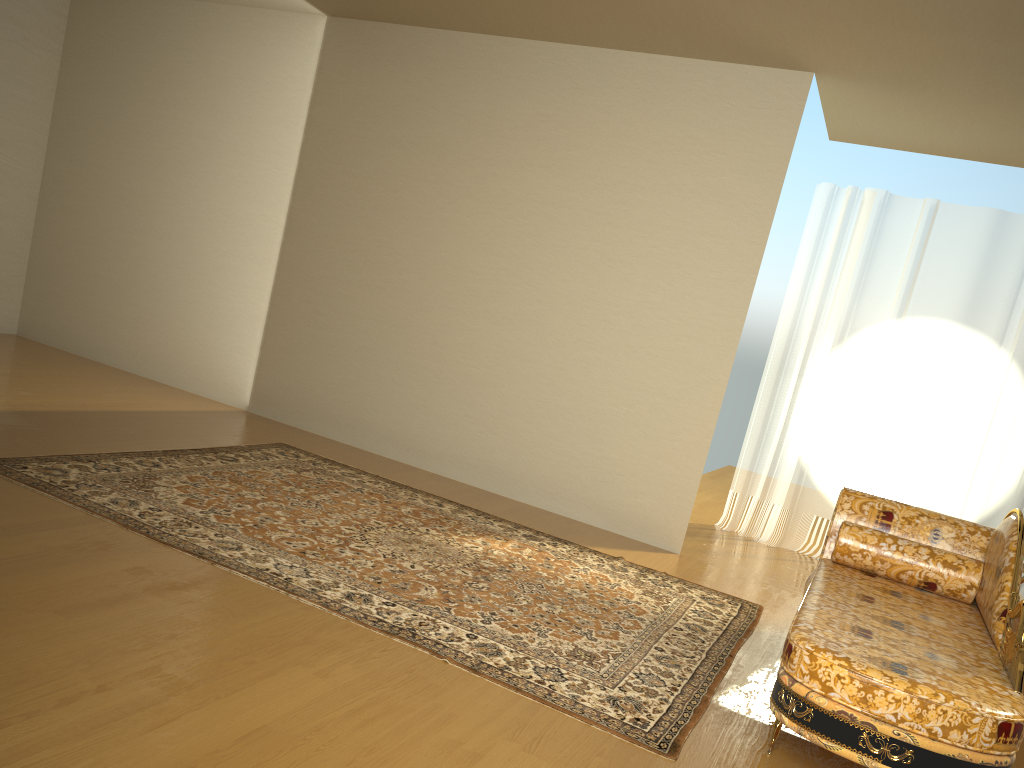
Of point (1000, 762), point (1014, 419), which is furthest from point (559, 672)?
A: point (1014, 419)

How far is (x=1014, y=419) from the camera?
A: 5.62m

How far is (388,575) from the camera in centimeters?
347cm

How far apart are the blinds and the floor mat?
1.85m

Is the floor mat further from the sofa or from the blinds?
the blinds

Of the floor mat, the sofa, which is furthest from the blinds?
the sofa

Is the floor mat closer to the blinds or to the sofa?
the sofa

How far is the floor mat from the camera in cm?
290

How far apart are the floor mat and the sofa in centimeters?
25cm

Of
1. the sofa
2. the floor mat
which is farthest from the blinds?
the sofa
